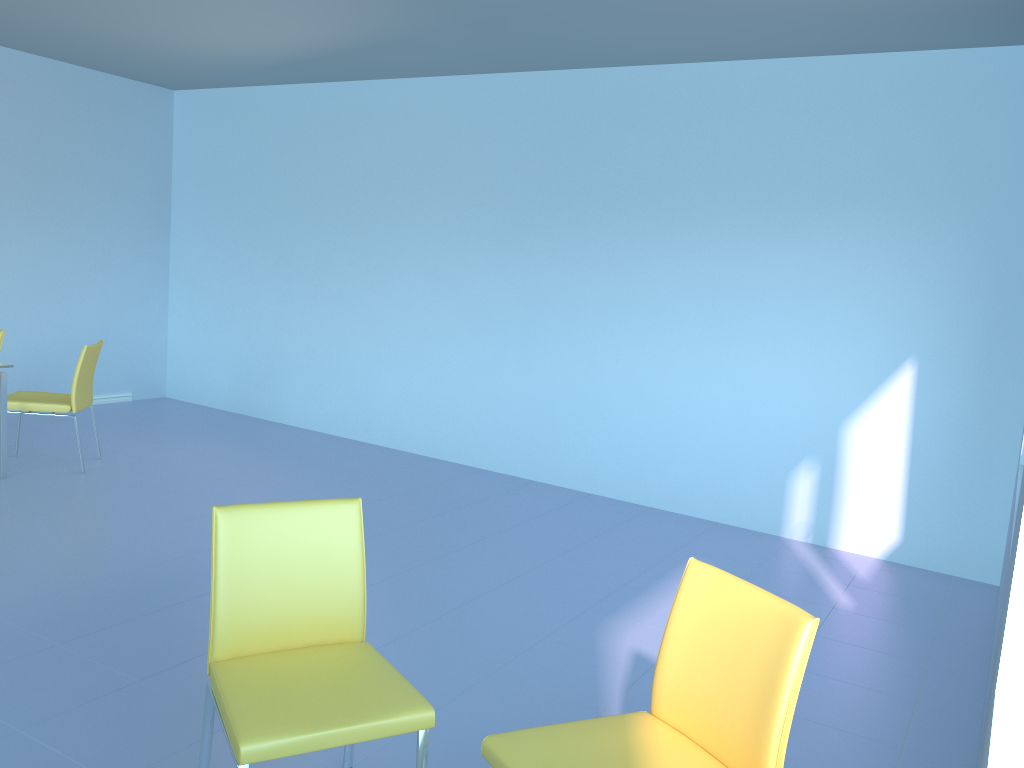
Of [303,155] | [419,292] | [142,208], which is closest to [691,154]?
[419,292]

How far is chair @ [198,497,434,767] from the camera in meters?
1.7

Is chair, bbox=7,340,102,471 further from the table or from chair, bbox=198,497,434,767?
chair, bbox=198,497,434,767

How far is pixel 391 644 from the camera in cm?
297

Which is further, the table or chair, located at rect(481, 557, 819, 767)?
the table

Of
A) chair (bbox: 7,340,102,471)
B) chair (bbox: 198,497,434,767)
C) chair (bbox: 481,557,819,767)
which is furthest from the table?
chair (bbox: 481,557,819,767)

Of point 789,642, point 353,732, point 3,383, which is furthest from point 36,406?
point 789,642

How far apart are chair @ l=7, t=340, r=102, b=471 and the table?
0.1m

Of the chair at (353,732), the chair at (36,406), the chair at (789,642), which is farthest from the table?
the chair at (789,642)

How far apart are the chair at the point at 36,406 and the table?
0.1 meters
